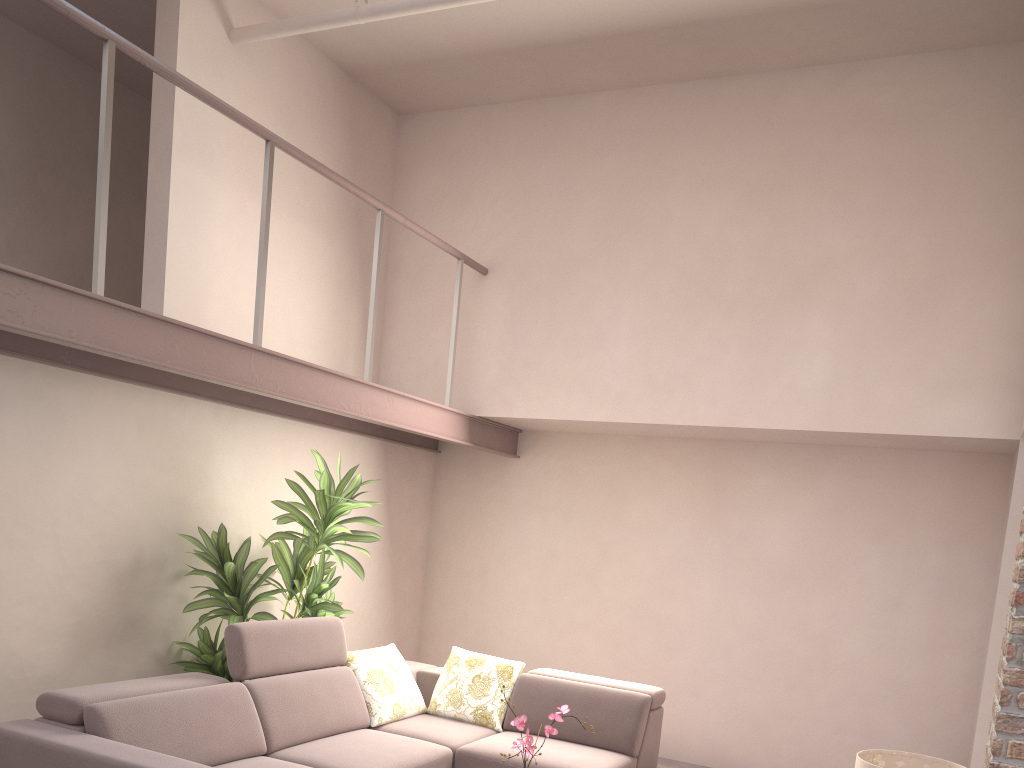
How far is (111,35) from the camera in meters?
3.2 m

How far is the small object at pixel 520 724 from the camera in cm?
332

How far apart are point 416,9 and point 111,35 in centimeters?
162cm

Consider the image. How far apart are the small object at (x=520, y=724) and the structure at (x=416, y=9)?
3.5 meters

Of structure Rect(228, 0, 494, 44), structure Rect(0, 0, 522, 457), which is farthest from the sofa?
structure Rect(228, 0, 494, 44)

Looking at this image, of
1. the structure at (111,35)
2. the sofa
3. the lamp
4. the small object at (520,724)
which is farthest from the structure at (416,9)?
the lamp

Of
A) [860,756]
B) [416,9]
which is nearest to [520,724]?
[860,756]

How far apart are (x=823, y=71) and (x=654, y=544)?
3.0m

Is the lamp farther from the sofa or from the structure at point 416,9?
the structure at point 416,9

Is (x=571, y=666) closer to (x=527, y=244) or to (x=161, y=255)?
(x=527, y=244)
